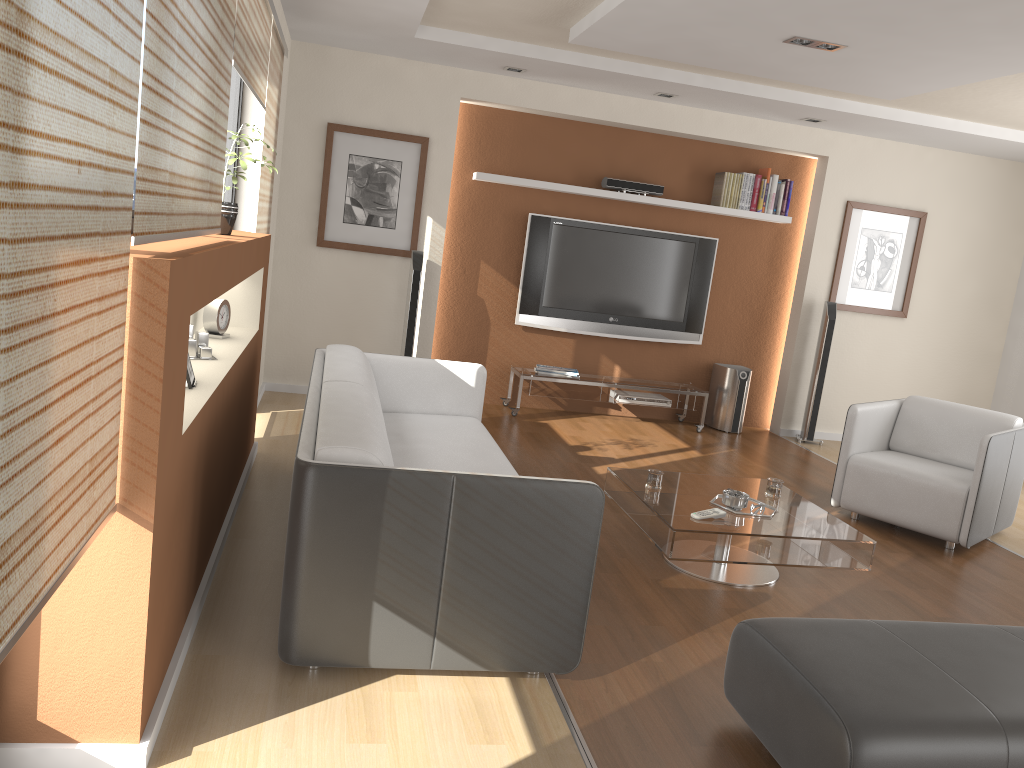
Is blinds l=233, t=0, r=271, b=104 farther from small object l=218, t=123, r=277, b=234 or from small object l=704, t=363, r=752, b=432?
small object l=704, t=363, r=752, b=432

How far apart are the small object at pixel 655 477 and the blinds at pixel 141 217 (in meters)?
2.14

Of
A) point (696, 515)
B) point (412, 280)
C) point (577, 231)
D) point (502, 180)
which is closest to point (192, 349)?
point (696, 515)

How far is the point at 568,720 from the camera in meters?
2.6 m

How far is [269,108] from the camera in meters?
4.8 m

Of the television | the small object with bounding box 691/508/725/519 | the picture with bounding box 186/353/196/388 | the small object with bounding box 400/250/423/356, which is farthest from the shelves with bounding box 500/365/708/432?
the picture with bounding box 186/353/196/388

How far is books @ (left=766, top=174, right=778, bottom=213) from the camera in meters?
Result: 7.1 m

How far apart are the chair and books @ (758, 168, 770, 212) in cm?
246

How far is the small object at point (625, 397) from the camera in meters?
7.0

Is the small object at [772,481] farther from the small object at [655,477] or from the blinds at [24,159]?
the blinds at [24,159]
